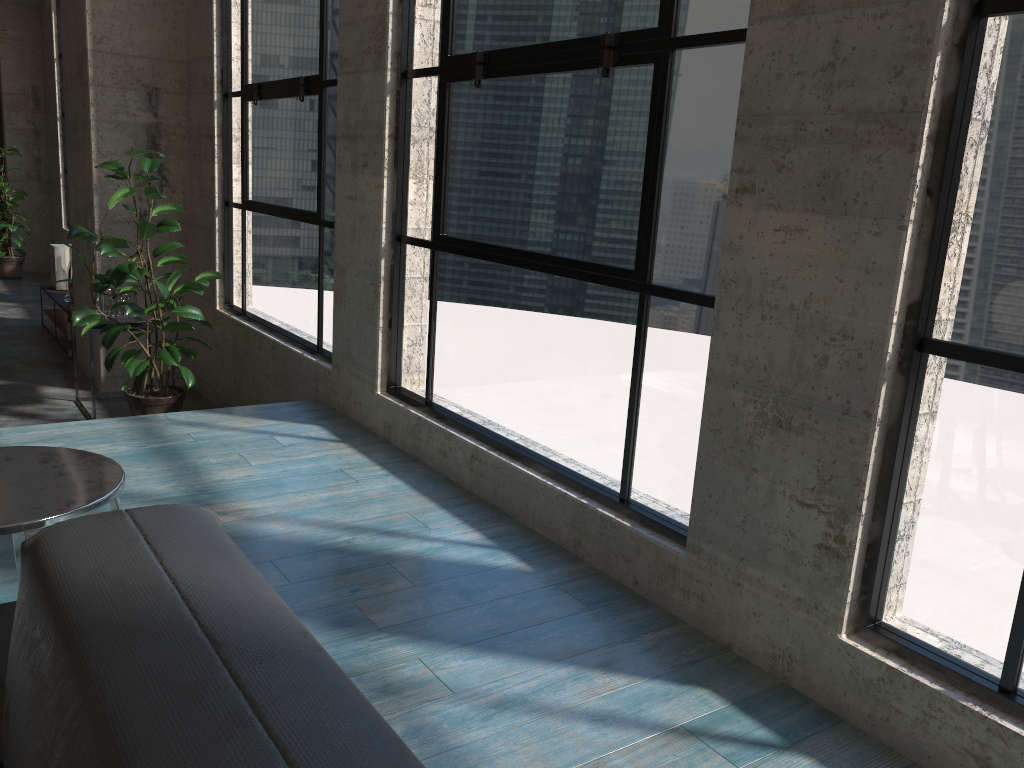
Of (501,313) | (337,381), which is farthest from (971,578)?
(337,381)

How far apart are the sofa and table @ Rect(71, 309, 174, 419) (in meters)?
4.38

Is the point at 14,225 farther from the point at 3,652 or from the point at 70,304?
the point at 3,652

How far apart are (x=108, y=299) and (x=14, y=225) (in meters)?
6.16

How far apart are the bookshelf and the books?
0.0m

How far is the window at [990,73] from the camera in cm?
161

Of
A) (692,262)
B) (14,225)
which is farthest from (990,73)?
(14,225)

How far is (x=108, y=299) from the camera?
5.02m

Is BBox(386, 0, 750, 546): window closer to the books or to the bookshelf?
the bookshelf

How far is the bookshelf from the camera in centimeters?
696cm
